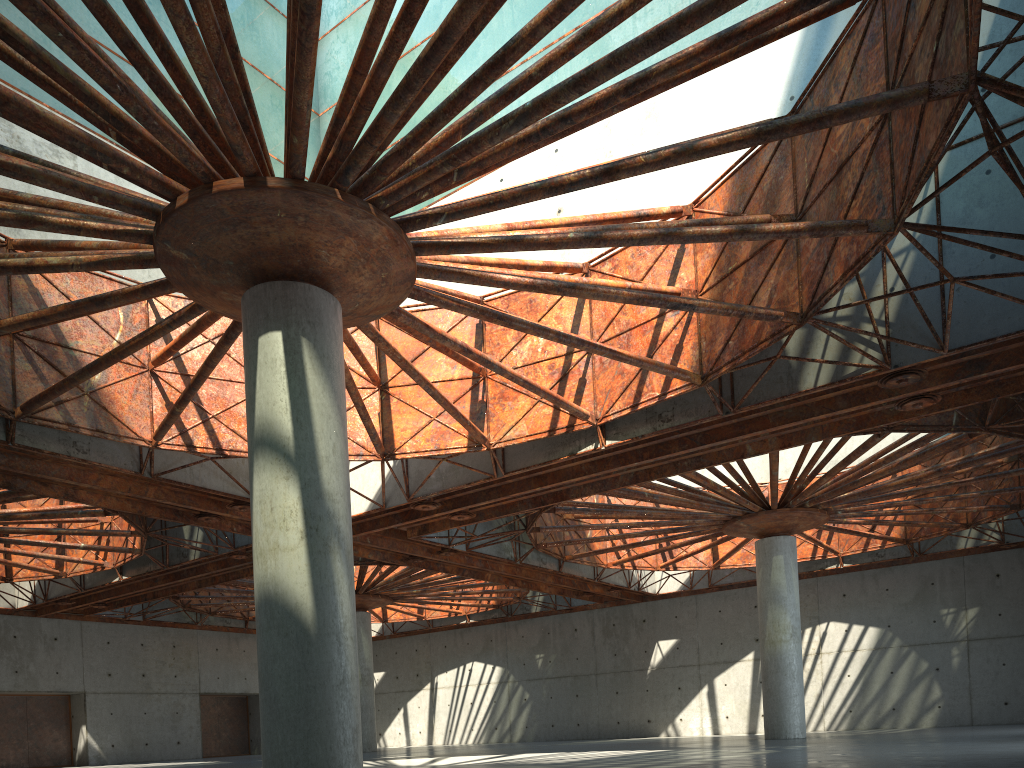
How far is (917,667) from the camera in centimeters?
4899cm
